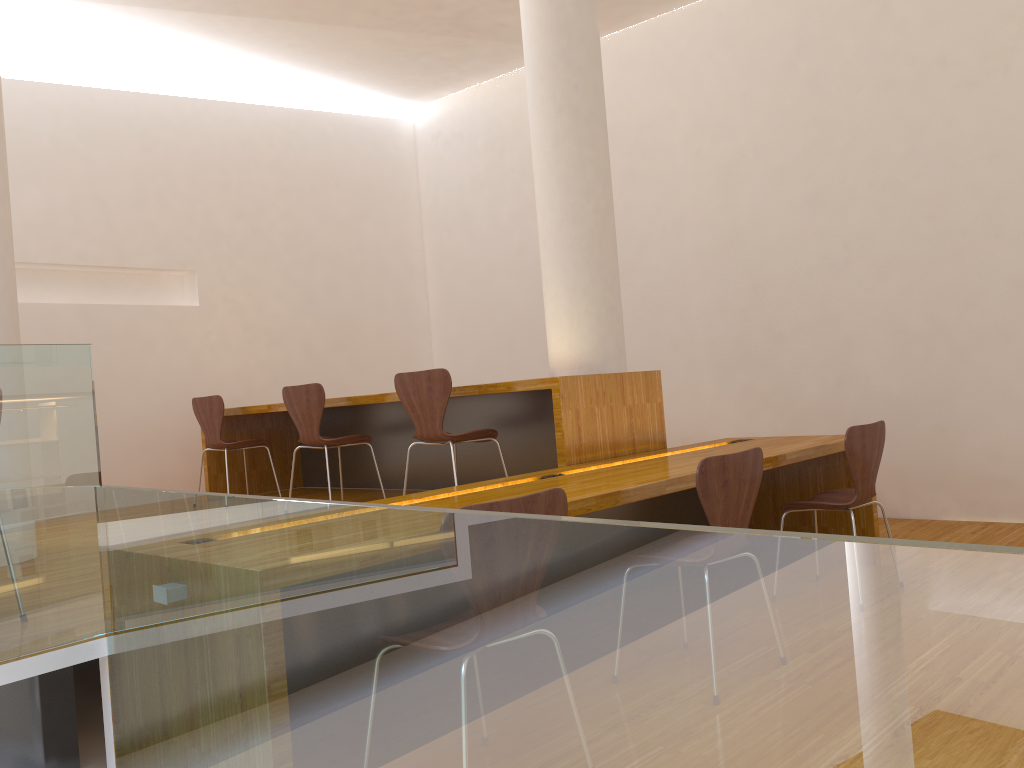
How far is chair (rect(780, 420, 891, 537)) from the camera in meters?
3.4 m

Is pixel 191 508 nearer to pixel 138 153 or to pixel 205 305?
pixel 205 305

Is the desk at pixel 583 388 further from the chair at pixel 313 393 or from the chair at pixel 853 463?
the chair at pixel 853 463

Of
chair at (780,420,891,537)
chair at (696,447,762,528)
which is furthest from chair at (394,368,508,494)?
chair at (696,447,762,528)

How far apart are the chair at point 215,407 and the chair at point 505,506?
3.8m

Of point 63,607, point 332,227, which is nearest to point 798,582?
point 63,607

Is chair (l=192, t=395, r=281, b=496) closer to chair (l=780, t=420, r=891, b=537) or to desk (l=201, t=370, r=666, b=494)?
desk (l=201, t=370, r=666, b=494)

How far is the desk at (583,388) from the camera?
3.87m

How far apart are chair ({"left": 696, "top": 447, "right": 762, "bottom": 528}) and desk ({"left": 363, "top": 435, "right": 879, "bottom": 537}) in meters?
0.3

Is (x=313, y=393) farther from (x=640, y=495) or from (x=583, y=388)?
(x=640, y=495)
